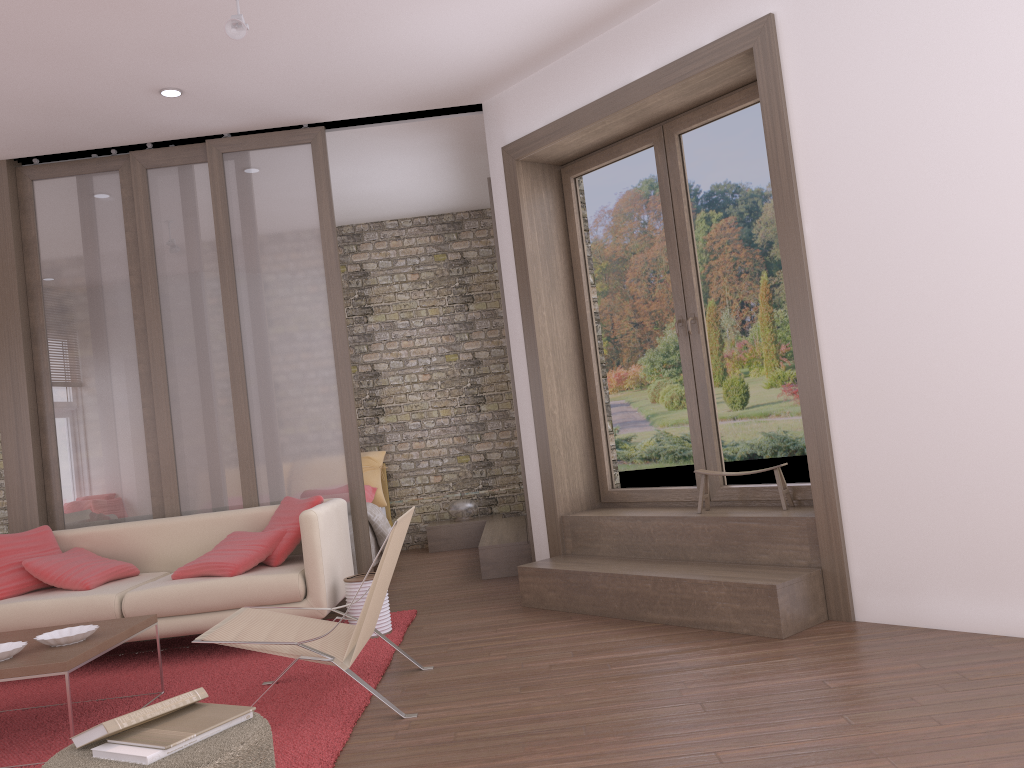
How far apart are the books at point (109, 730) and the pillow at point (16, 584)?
2.98m

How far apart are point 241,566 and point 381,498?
3.5 meters

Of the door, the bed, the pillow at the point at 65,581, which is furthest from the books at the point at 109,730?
the bed

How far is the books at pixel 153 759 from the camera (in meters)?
2.26

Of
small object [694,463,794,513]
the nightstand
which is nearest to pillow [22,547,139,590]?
the nightstand

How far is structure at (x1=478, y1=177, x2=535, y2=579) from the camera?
6.4 meters

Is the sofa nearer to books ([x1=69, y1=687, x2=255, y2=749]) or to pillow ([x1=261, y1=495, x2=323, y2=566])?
pillow ([x1=261, y1=495, x2=323, y2=566])

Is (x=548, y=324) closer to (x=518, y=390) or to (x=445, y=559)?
(x=518, y=390)

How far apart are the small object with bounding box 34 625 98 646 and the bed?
3.4 meters

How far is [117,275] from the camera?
6.01m
